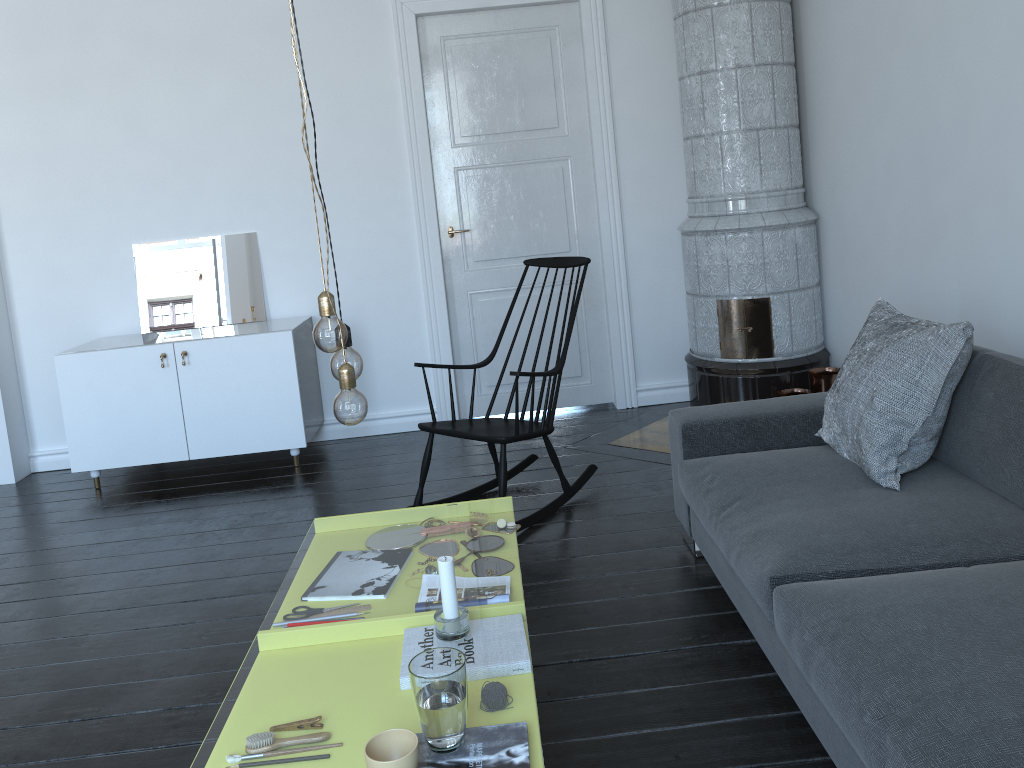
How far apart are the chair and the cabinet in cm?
110

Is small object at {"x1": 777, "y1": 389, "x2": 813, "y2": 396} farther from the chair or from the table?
the table

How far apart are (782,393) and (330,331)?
3.12m

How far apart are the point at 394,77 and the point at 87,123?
1.69m

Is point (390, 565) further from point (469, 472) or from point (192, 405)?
point (469, 472)

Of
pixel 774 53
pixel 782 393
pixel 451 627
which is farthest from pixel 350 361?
pixel 774 53

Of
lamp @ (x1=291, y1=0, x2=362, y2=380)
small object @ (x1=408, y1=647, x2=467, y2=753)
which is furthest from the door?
small object @ (x1=408, y1=647, x2=467, y2=753)

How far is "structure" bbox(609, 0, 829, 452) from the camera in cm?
426

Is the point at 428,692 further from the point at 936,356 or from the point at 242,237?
the point at 242,237

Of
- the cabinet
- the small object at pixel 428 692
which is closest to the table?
the cabinet
